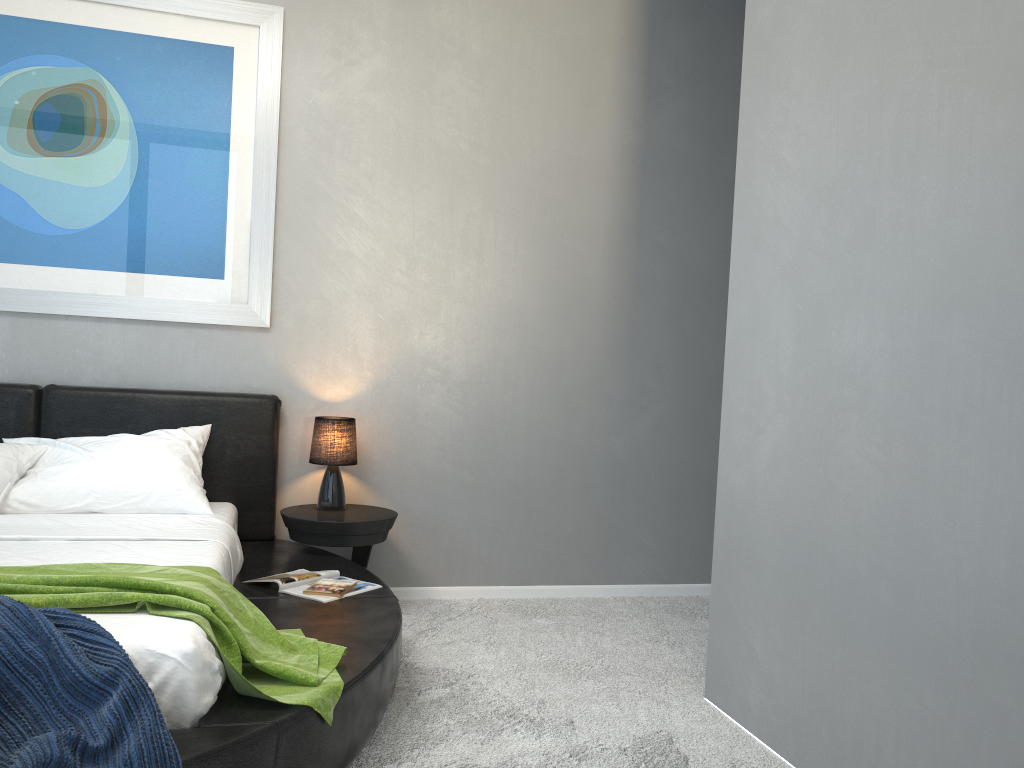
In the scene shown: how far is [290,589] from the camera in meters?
3.0

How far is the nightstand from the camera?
3.58m

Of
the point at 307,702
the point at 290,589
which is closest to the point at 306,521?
the point at 290,589

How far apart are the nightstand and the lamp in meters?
0.0

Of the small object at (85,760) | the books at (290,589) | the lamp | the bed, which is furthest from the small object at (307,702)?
the lamp

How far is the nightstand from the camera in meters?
3.6 m

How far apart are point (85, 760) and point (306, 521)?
1.94m

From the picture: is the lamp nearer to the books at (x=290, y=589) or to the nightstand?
the nightstand

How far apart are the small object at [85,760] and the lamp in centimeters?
192cm

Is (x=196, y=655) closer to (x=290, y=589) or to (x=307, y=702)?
(x=307, y=702)
